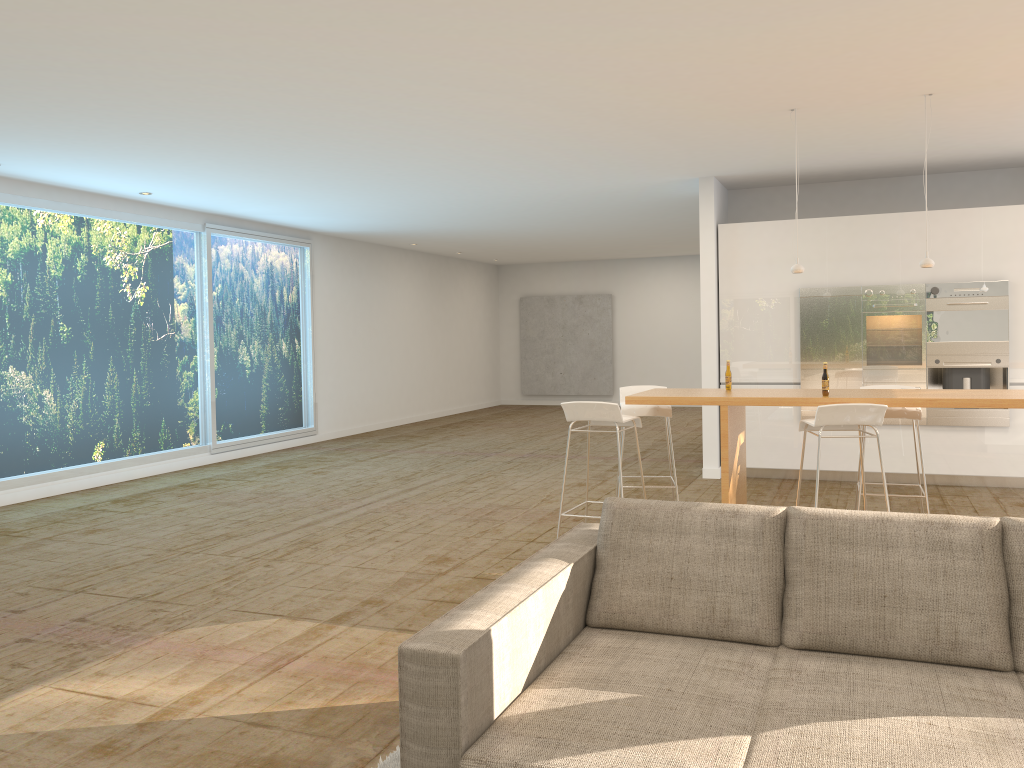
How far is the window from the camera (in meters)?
8.45

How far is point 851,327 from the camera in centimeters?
838cm

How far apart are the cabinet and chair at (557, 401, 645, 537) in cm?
330

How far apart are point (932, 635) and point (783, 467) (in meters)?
6.21

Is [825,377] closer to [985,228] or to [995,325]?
[995,325]

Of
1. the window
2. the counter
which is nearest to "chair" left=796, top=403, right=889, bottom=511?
the counter

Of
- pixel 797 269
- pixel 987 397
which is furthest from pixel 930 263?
pixel 987 397

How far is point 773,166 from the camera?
8.26m

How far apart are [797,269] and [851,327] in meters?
2.6 m

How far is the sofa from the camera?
2.2m
